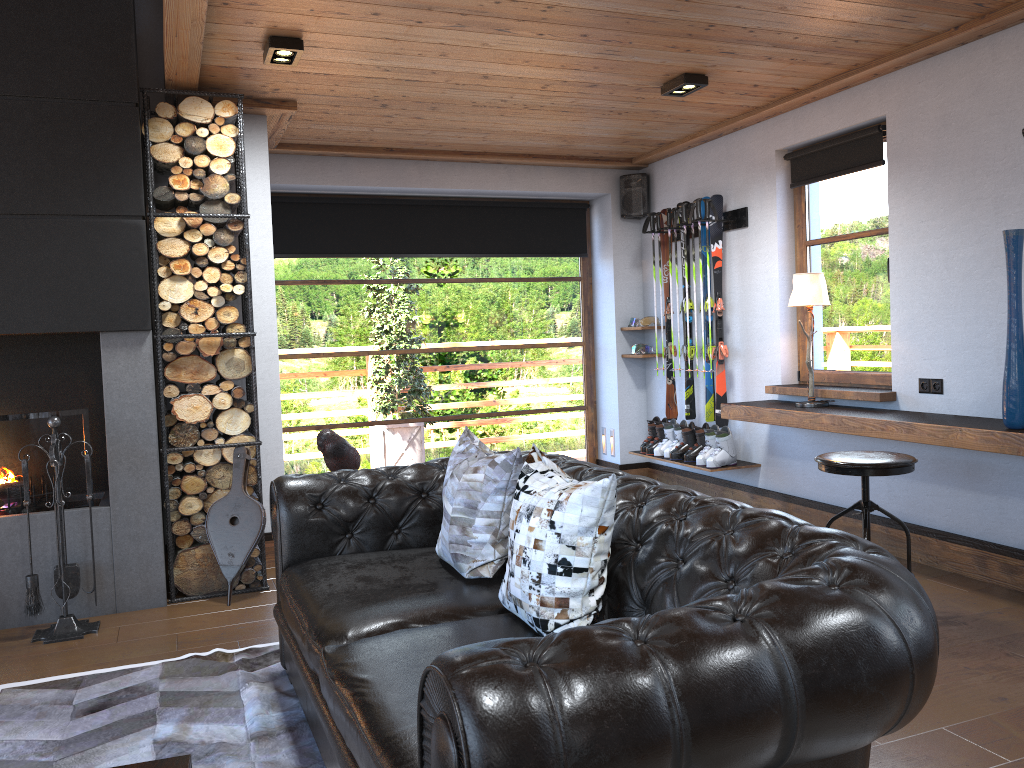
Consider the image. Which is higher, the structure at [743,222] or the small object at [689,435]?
the structure at [743,222]

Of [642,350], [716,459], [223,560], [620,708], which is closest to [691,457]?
[716,459]

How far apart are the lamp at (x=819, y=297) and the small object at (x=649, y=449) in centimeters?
161cm

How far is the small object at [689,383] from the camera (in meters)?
6.58

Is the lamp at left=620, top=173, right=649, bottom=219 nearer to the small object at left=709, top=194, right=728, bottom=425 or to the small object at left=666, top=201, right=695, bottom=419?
the small object at left=709, top=194, right=728, bottom=425

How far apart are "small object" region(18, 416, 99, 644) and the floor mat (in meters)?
0.54

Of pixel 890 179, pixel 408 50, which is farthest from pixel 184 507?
pixel 890 179

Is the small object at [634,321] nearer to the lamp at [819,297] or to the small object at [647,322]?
the small object at [647,322]

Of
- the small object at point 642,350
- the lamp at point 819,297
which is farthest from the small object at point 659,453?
the lamp at point 819,297

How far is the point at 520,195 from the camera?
7.18m
